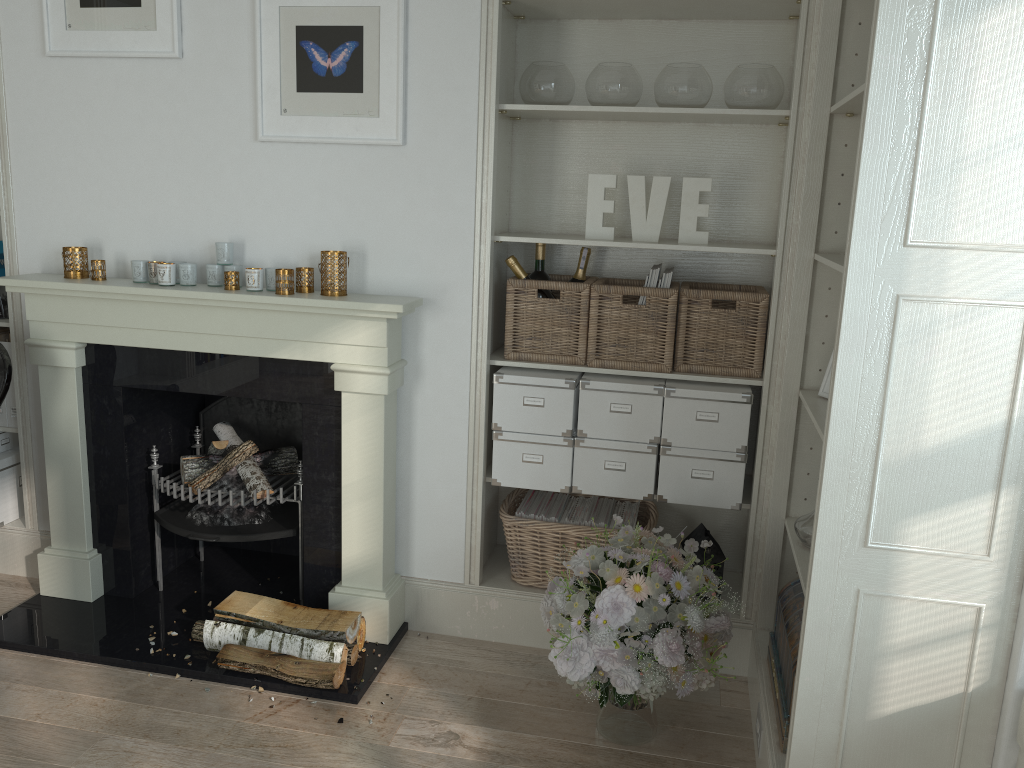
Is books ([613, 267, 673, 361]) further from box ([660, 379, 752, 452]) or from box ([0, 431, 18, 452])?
box ([0, 431, 18, 452])

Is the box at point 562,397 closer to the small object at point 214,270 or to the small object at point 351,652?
the small object at point 351,652

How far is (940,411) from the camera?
1.73m

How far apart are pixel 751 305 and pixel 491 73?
1.1 meters

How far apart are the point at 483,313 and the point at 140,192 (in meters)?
1.26

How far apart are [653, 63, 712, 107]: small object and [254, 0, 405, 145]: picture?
0.8m

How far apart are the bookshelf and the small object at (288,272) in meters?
1.1

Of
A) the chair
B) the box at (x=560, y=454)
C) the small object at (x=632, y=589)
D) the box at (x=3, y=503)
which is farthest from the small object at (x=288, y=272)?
the box at (x=3, y=503)

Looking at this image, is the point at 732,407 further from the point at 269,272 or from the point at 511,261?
the point at 269,272

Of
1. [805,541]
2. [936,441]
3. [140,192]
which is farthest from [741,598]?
[140,192]
